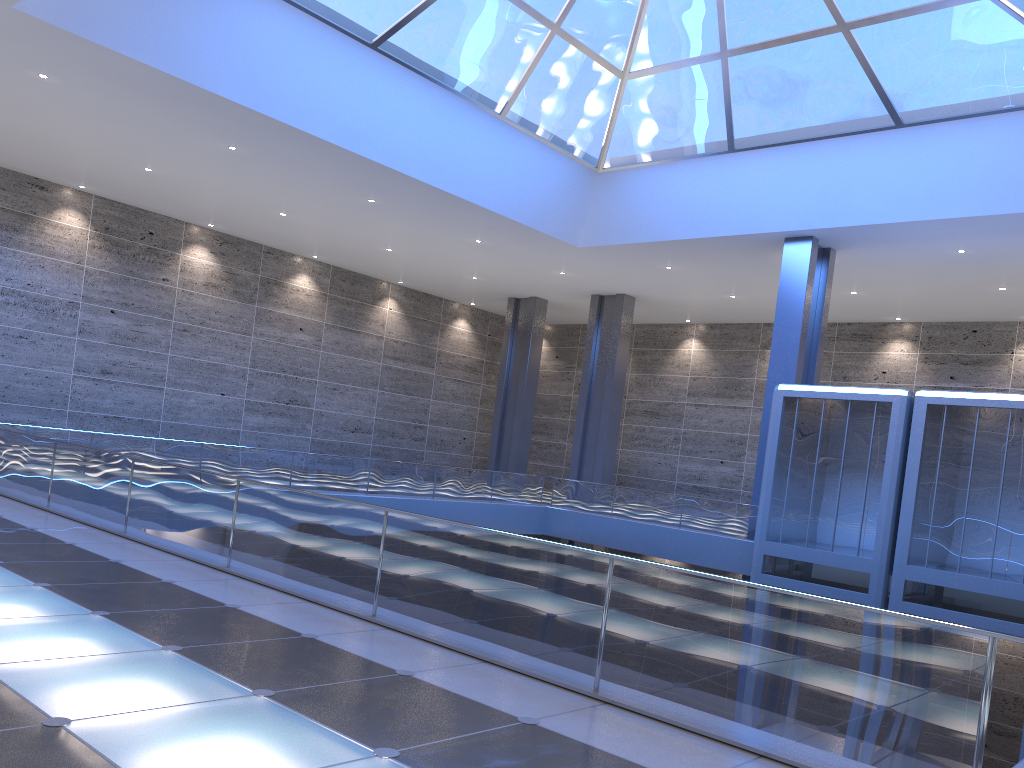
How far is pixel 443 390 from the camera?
45.7 meters
